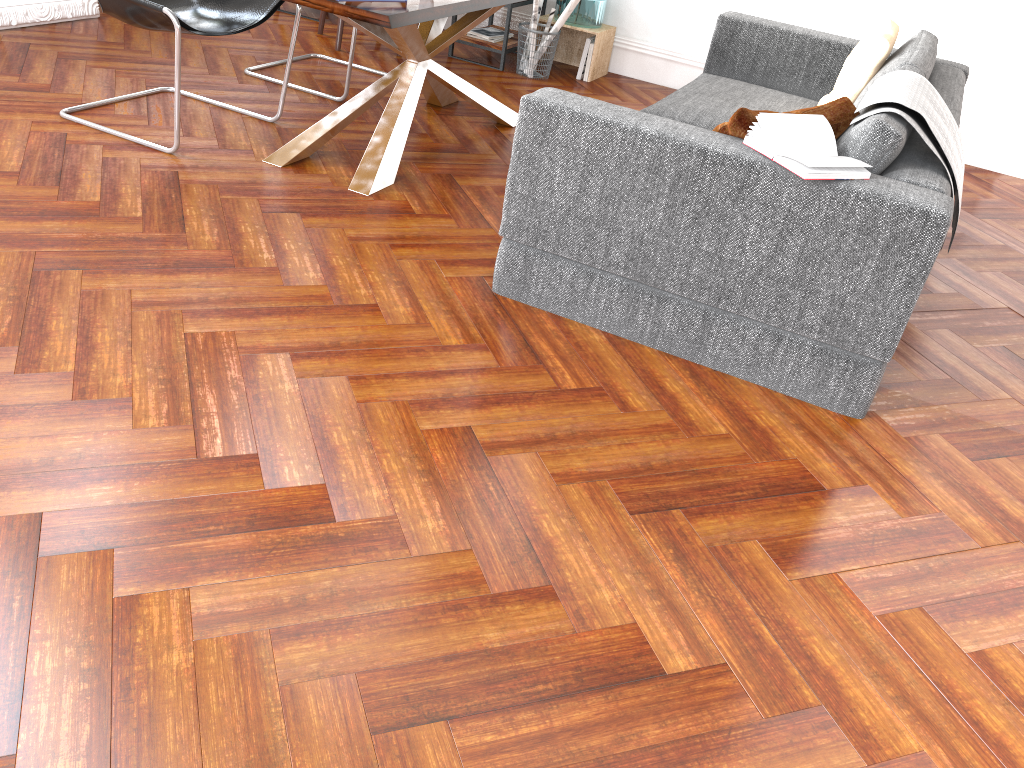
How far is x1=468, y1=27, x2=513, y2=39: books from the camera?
5.6m

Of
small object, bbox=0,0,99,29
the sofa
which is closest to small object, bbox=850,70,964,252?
the sofa

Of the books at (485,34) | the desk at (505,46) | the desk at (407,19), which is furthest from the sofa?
the books at (485,34)

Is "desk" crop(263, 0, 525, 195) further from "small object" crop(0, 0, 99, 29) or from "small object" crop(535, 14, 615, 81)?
"small object" crop(0, 0, 99, 29)

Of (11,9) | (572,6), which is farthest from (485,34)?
(11,9)

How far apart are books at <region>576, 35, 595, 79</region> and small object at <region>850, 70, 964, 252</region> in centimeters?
292cm

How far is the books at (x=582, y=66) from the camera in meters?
5.6 m

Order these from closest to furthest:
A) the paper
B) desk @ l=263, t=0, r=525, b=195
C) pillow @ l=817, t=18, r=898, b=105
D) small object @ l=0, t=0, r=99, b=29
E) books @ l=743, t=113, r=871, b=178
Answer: books @ l=743, t=113, r=871, b=178
desk @ l=263, t=0, r=525, b=195
pillow @ l=817, t=18, r=898, b=105
small object @ l=0, t=0, r=99, b=29
the paper

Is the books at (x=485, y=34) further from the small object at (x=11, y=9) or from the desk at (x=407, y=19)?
the small object at (x=11, y=9)

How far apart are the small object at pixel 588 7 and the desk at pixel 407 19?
1.28m
